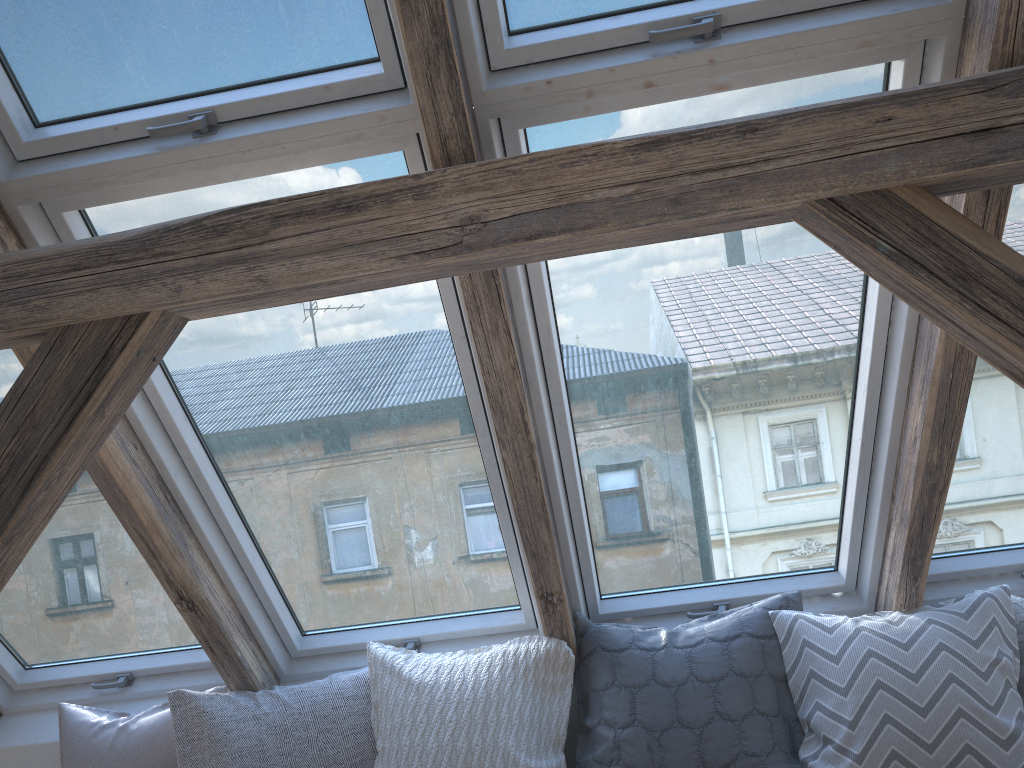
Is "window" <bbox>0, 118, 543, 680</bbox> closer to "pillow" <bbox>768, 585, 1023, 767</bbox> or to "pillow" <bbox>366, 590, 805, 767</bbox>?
"pillow" <bbox>366, 590, 805, 767</bbox>

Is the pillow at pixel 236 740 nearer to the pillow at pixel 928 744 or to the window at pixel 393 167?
the window at pixel 393 167

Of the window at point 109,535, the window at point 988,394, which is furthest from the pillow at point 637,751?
the window at point 109,535

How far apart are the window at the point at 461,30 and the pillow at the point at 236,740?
1.6 meters

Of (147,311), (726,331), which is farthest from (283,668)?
(726,331)

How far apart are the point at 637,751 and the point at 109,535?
1.5 meters

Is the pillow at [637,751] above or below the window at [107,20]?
below

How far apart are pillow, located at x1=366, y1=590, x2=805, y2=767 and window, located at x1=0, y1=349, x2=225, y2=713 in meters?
0.5 m

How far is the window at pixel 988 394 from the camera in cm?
213

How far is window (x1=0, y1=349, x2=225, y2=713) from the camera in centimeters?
239cm
